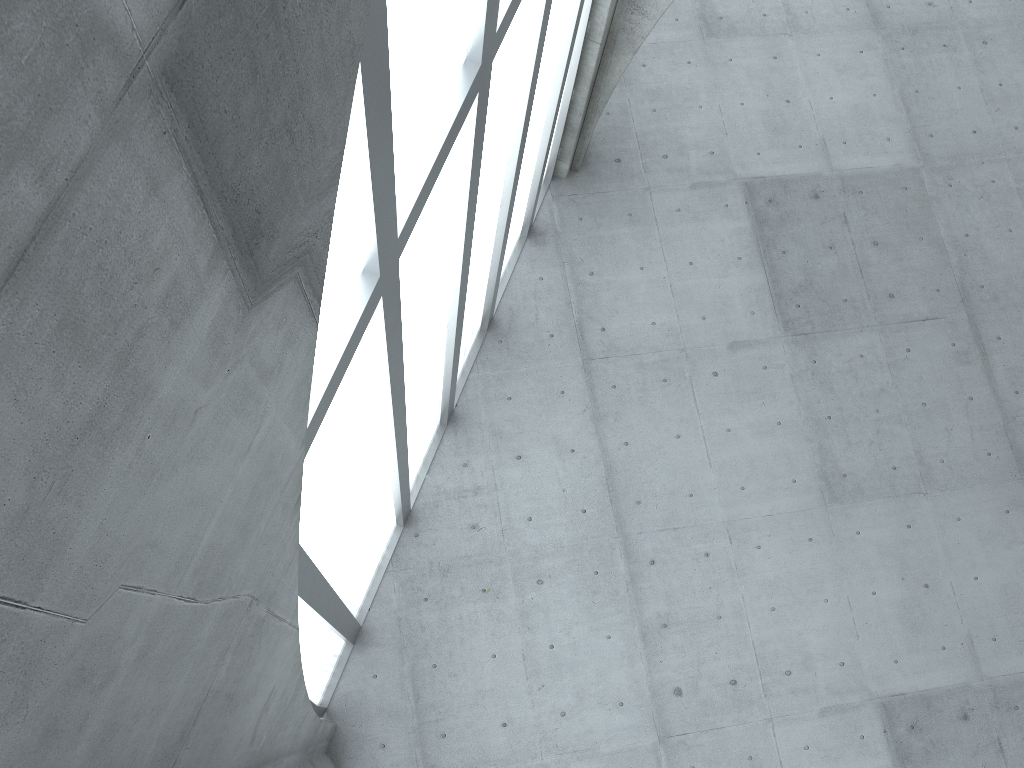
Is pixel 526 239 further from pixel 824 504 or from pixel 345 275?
pixel 345 275
